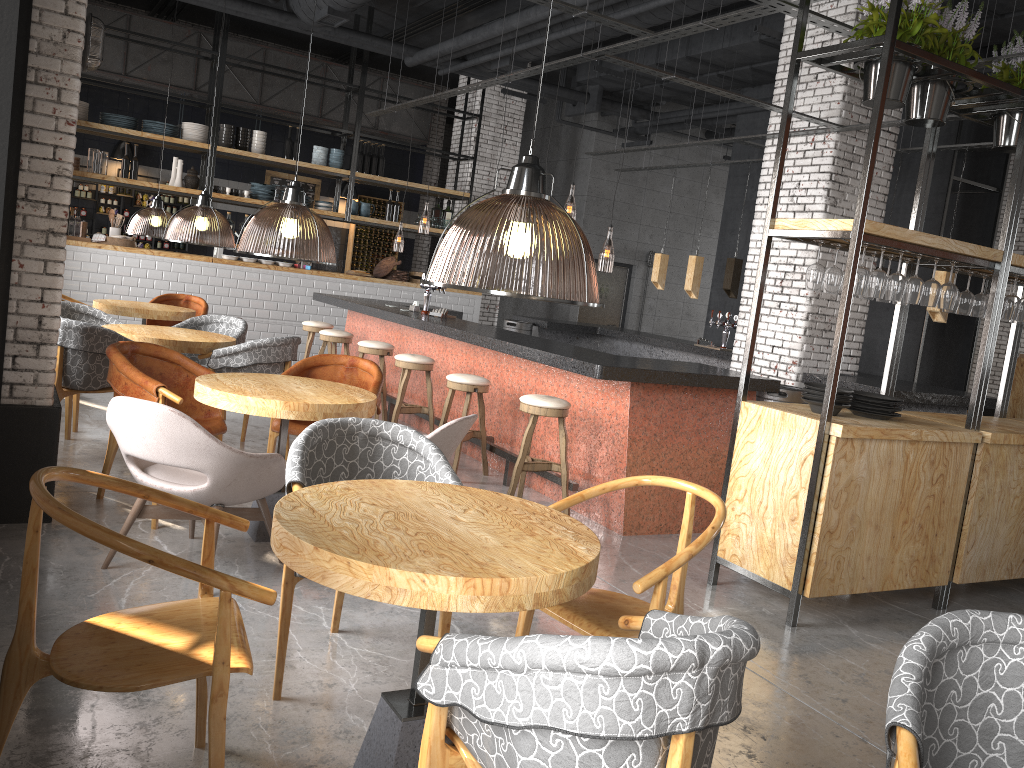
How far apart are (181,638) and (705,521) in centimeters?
434cm

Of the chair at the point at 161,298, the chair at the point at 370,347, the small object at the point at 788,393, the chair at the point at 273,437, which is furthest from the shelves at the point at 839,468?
the chair at the point at 161,298

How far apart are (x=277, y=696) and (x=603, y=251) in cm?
639

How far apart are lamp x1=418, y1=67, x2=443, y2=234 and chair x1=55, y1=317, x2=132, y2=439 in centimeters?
596cm

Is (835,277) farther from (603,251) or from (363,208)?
(363,208)

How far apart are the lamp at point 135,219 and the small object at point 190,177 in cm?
58

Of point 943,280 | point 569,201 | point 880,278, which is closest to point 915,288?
point 880,278

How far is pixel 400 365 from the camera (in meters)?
7.28

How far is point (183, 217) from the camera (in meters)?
8.53

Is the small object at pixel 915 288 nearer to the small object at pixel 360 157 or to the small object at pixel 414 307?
the small object at pixel 414 307
